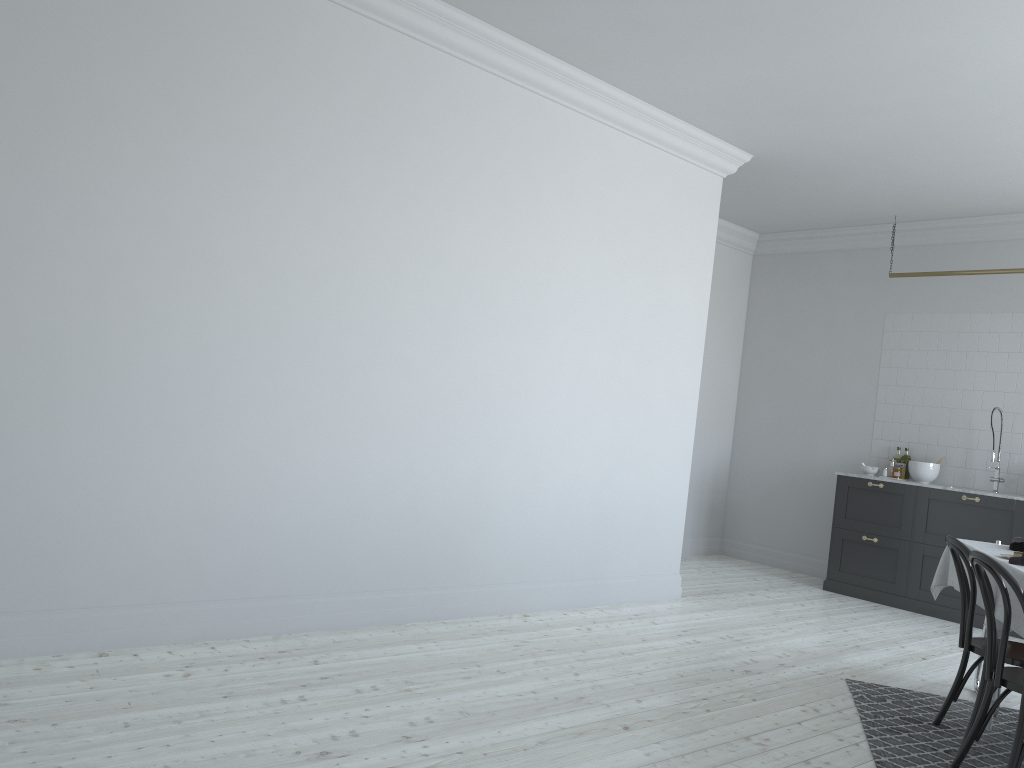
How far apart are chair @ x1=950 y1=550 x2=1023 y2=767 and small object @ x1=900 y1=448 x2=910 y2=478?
4.6m

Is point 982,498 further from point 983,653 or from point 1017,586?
point 1017,586

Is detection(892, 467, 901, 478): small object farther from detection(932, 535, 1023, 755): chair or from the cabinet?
detection(932, 535, 1023, 755): chair

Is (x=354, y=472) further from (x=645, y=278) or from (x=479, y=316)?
(x=645, y=278)

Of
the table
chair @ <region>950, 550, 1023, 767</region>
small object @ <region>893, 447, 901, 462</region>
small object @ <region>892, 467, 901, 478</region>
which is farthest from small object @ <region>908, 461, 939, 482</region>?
chair @ <region>950, 550, 1023, 767</region>

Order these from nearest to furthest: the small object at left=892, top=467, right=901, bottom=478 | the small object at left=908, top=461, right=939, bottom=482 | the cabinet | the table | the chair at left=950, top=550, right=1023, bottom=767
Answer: the chair at left=950, top=550, right=1023, bottom=767
the table
the cabinet
the small object at left=908, top=461, right=939, bottom=482
the small object at left=892, top=467, right=901, bottom=478

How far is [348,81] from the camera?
4.5m

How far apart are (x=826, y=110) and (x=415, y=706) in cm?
434

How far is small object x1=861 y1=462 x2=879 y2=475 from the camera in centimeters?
789cm

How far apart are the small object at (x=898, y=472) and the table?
3.19m
